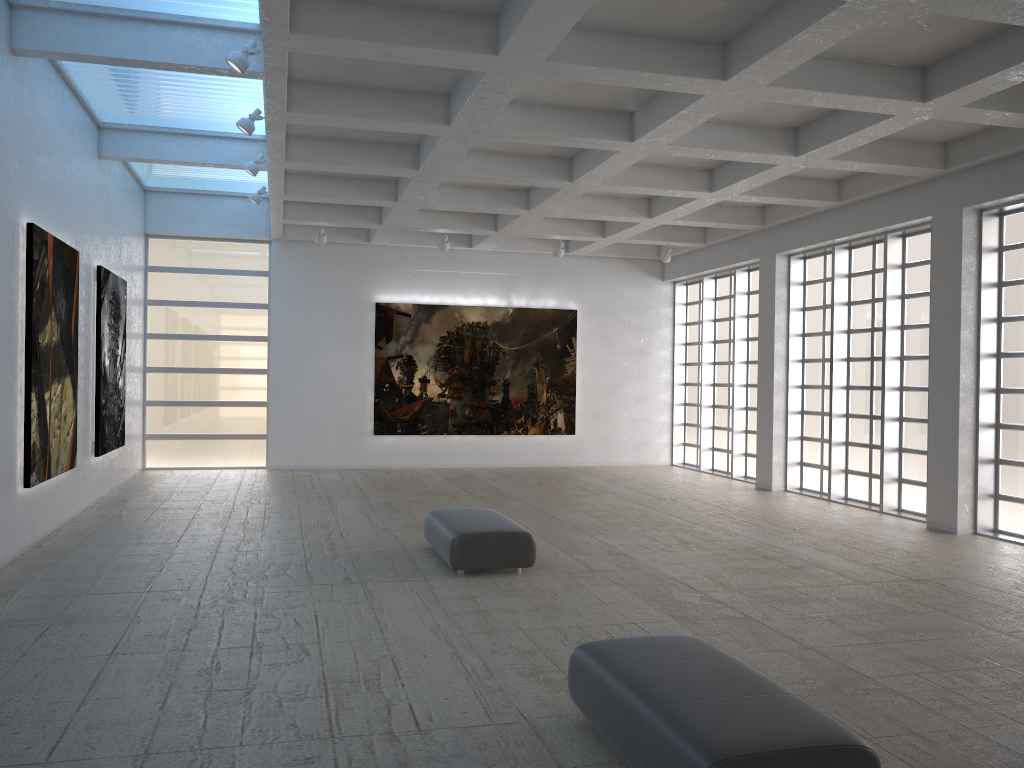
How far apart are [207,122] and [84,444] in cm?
903

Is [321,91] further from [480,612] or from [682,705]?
[682,705]
